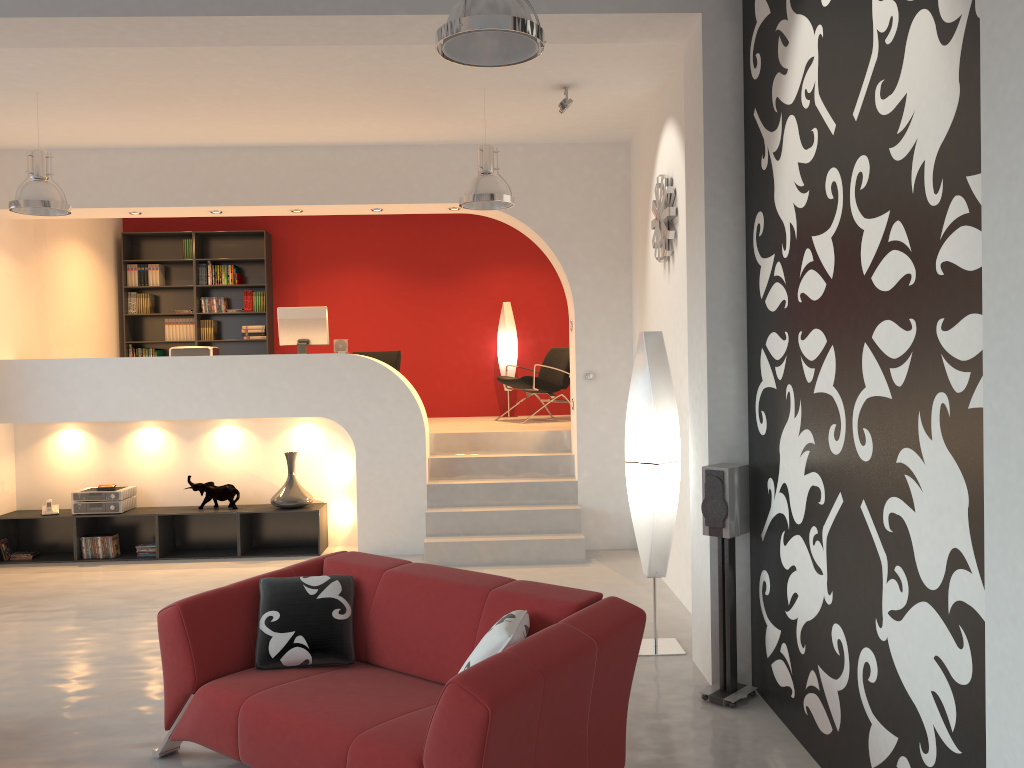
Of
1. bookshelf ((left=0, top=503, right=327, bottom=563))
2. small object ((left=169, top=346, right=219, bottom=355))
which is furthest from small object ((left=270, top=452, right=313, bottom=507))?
small object ((left=169, top=346, right=219, bottom=355))

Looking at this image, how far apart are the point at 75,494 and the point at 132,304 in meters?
3.3

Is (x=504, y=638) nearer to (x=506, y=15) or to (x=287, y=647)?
(x=287, y=647)

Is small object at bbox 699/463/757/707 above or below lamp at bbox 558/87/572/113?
below

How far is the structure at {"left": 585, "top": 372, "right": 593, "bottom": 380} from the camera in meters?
7.6

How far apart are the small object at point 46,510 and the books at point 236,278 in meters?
3.4 m

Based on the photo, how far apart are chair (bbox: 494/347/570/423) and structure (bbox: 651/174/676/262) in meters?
3.1

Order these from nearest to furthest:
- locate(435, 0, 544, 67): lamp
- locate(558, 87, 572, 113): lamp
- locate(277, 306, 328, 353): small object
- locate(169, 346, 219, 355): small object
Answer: locate(435, 0, 544, 67): lamp < locate(558, 87, 572, 113): lamp < locate(169, 346, 219, 355): small object < locate(277, 306, 328, 353): small object

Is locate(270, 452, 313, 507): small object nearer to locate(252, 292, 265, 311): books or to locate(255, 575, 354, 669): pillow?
locate(252, 292, 265, 311): books

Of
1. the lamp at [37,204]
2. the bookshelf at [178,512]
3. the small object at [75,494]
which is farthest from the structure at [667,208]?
the small object at [75,494]
